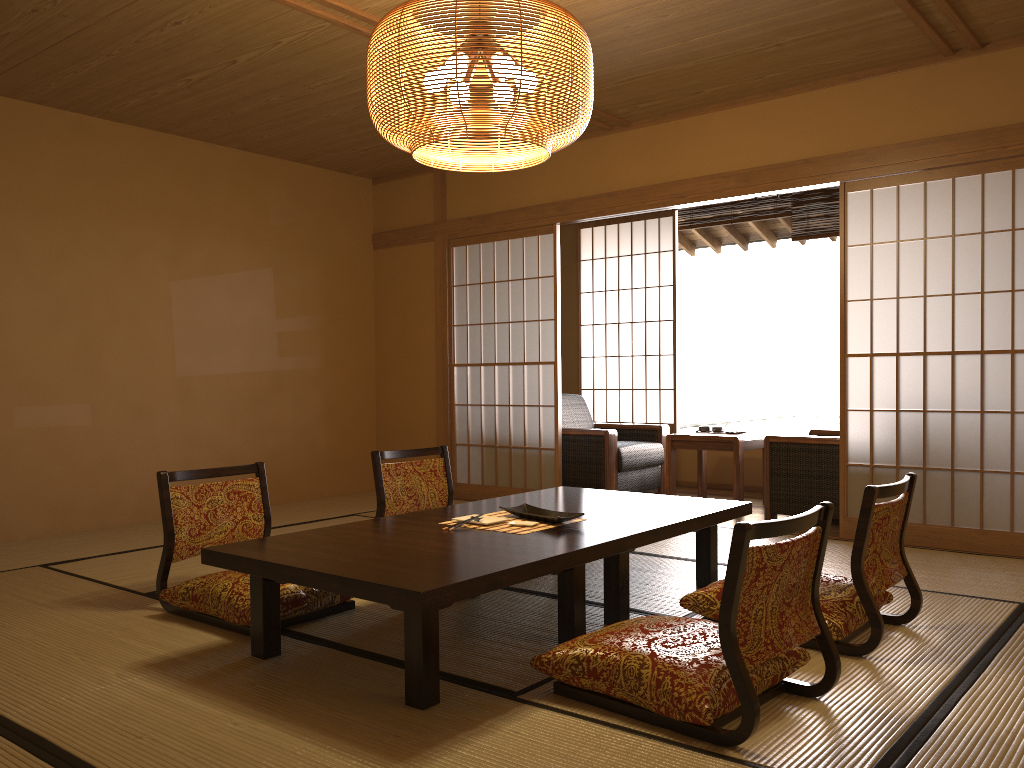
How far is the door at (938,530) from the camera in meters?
4.5 m

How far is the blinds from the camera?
6.59m

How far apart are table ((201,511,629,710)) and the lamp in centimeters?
133cm

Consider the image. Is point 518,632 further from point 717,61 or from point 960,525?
point 960,525

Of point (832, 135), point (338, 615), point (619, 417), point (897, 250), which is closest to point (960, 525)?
point (619, 417)

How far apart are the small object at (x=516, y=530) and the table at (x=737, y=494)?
2.7 meters

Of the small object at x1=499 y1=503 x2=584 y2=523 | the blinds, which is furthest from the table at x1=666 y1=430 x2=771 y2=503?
the small object at x1=499 y1=503 x2=584 y2=523

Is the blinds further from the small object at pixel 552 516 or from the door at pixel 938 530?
the small object at pixel 552 516

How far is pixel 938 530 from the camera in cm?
452

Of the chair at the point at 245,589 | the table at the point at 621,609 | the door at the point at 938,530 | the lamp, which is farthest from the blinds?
the chair at the point at 245,589
